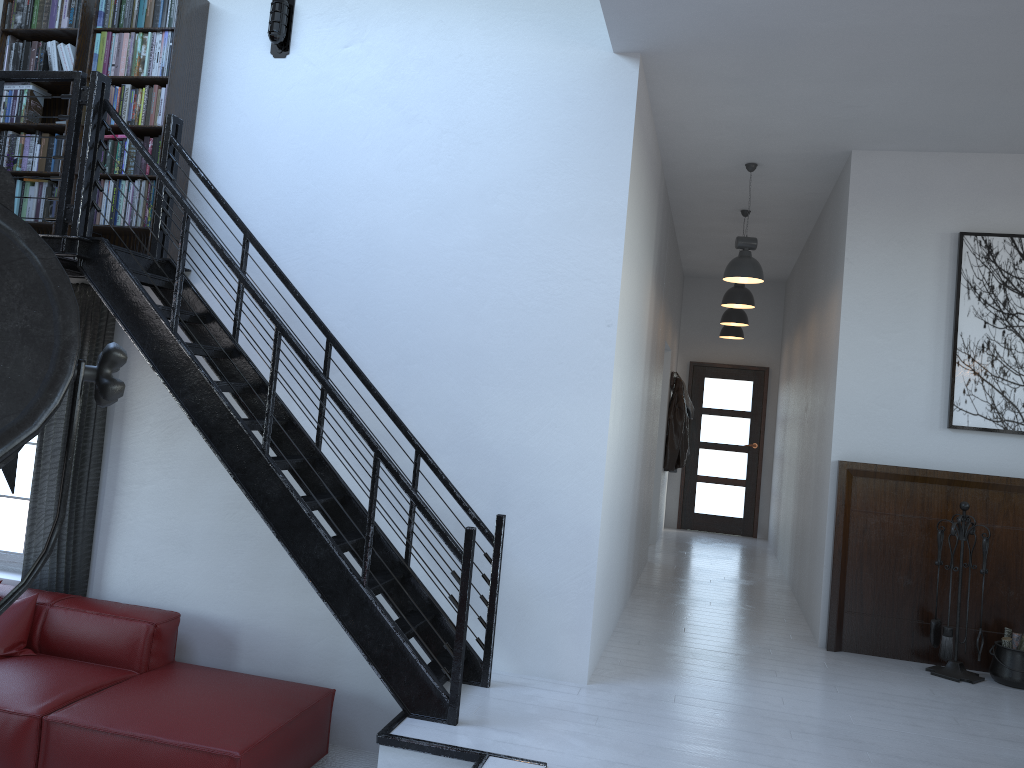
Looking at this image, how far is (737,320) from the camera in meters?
9.1

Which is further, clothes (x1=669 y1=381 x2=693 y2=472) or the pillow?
clothes (x1=669 y1=381 x2=693 y2=472)

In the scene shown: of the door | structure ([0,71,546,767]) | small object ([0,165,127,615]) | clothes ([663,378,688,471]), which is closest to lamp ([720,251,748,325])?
clothes ([663,378,688,471])

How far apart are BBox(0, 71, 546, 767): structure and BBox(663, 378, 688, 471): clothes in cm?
607

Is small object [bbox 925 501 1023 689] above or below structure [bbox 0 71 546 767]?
below

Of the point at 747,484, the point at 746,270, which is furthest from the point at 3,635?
the point at 747,484

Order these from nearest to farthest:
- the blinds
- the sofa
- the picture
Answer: the sofa
the blinds
the picture

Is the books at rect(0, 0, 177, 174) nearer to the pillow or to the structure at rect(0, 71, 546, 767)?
the structure at rect(0, 71, 546, 767)

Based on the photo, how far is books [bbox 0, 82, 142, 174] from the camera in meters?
5.0

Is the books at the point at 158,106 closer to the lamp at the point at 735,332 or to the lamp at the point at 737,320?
the lamp at the point at 737,320
